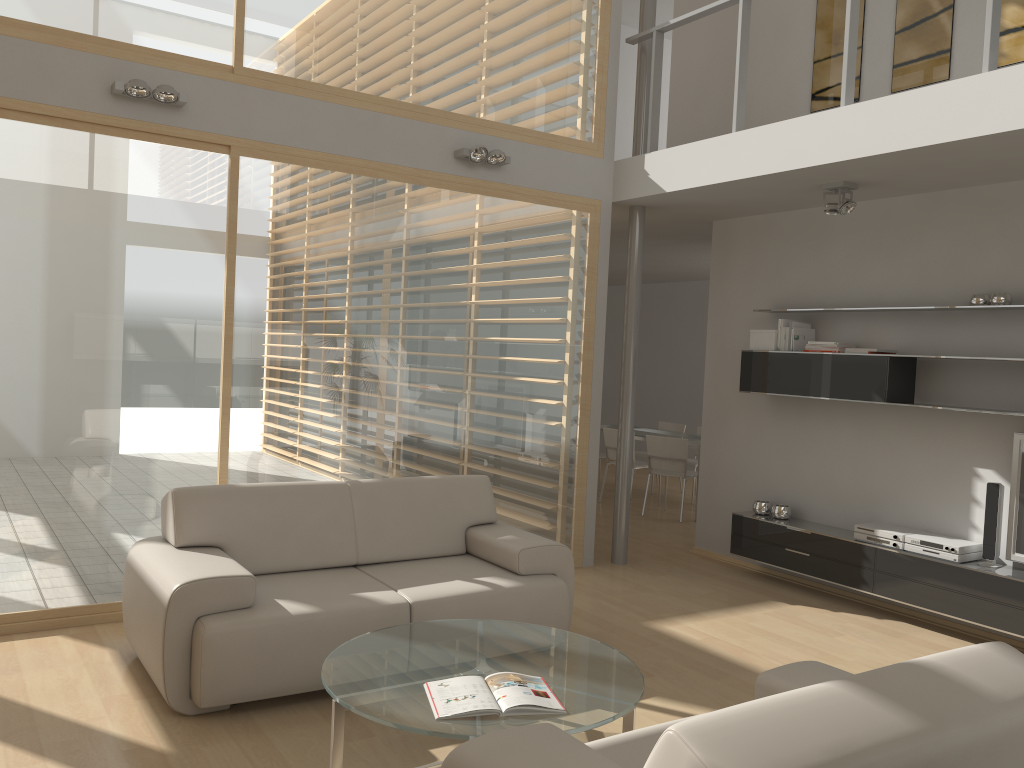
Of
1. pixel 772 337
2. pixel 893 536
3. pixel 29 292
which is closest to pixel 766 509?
pixel 893 536

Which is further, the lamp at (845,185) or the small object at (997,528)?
the lamp at (845,185)

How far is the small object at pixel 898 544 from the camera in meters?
5.5 m

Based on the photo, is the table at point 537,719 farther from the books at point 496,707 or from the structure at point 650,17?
the structure at point 650,17

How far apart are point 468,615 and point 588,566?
2.6m

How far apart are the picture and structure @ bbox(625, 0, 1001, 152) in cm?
99

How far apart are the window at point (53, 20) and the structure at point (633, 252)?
3.0m

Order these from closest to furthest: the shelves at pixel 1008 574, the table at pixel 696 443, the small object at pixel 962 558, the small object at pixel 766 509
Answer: the shelves at pixel 1008 574
the small object at pixel 962 558
the small object at pixel 766 509
the table at pixel 696 443

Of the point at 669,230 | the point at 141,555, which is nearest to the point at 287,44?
the point at 141,555

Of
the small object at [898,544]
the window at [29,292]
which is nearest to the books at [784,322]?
the small object at [898,544]
